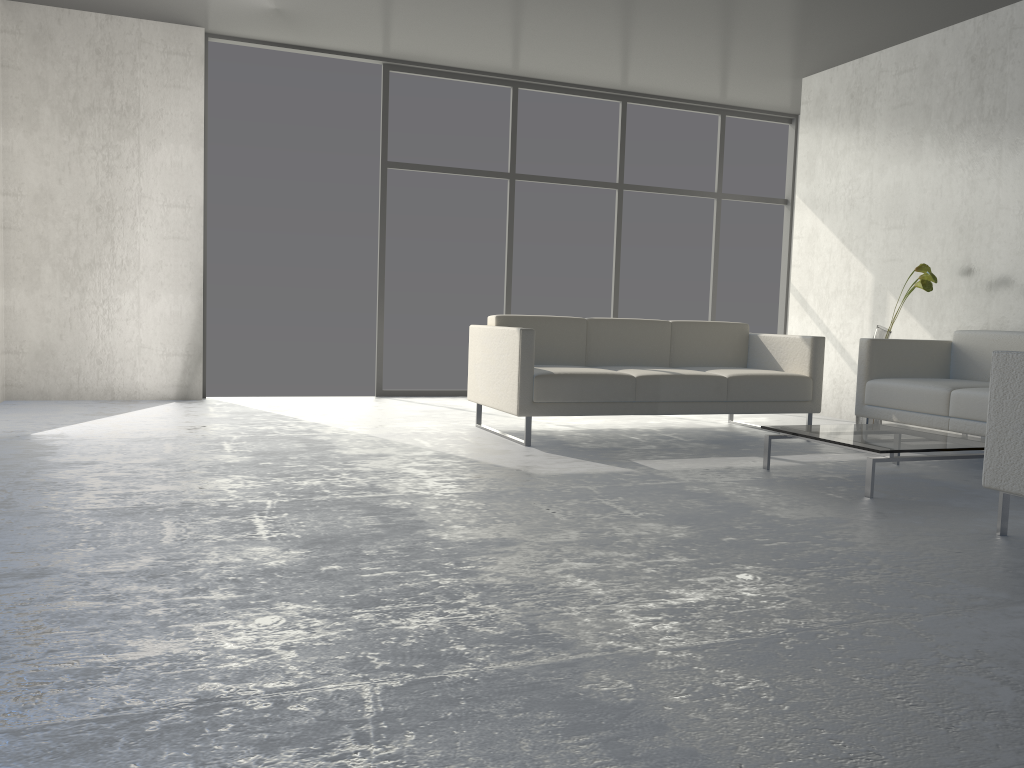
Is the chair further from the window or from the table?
the window

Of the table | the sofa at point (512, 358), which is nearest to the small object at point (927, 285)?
the sofa at point (512, 358)

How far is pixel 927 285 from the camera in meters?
5.1 m

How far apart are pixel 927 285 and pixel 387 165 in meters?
3.8 m

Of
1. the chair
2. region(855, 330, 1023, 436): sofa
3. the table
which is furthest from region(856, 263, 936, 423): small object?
the chair

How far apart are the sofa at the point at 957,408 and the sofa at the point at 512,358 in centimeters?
21cm

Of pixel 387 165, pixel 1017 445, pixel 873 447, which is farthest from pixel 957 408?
pixel 387 165

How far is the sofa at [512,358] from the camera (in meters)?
4.47

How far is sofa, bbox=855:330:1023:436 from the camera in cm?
433

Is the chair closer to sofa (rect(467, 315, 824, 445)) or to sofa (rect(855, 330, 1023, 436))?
sofa (rect(855, 330, 1023, 436))
